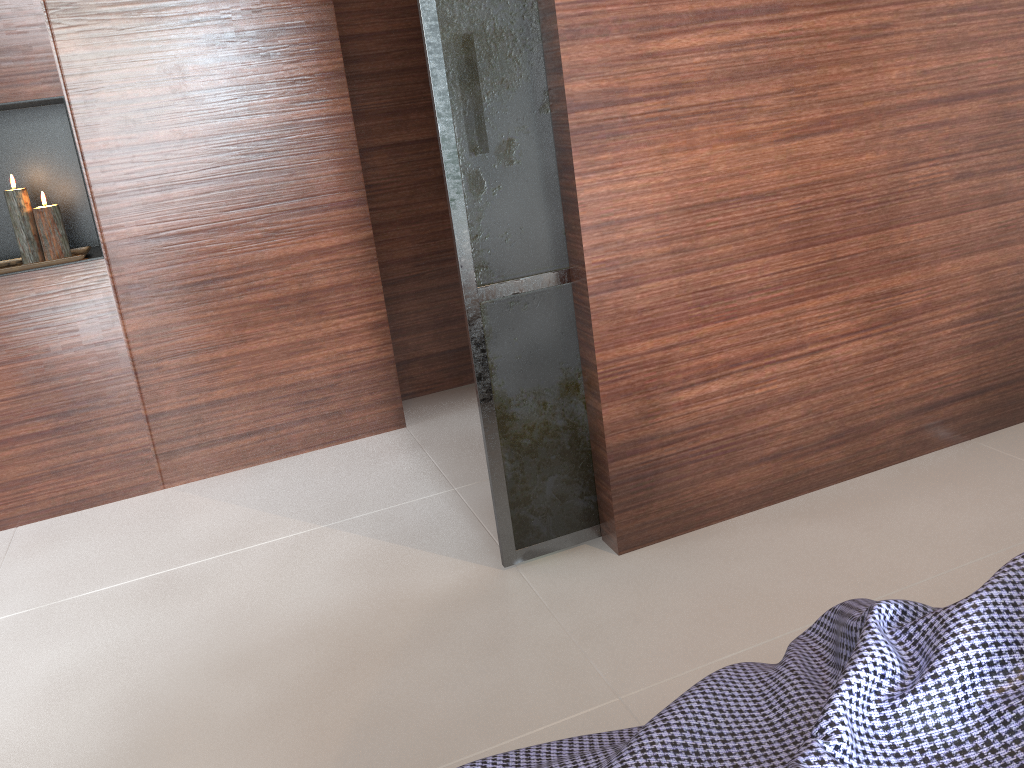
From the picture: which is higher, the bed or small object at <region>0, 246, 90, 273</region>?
small object at <region>0, 246, 90, 273</region>

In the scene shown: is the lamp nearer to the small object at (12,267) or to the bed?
the small object at (12,267)

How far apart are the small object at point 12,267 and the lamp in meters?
0.0 m

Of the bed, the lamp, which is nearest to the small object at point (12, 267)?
the lamp

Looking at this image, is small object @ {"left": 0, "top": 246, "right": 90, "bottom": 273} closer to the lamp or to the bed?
the lamp

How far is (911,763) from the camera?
0.8 meters

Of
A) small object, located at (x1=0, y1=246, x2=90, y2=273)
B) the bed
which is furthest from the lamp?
the bed

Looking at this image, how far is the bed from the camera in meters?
0.8 m

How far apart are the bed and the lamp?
2.38m

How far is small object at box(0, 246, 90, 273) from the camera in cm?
265
